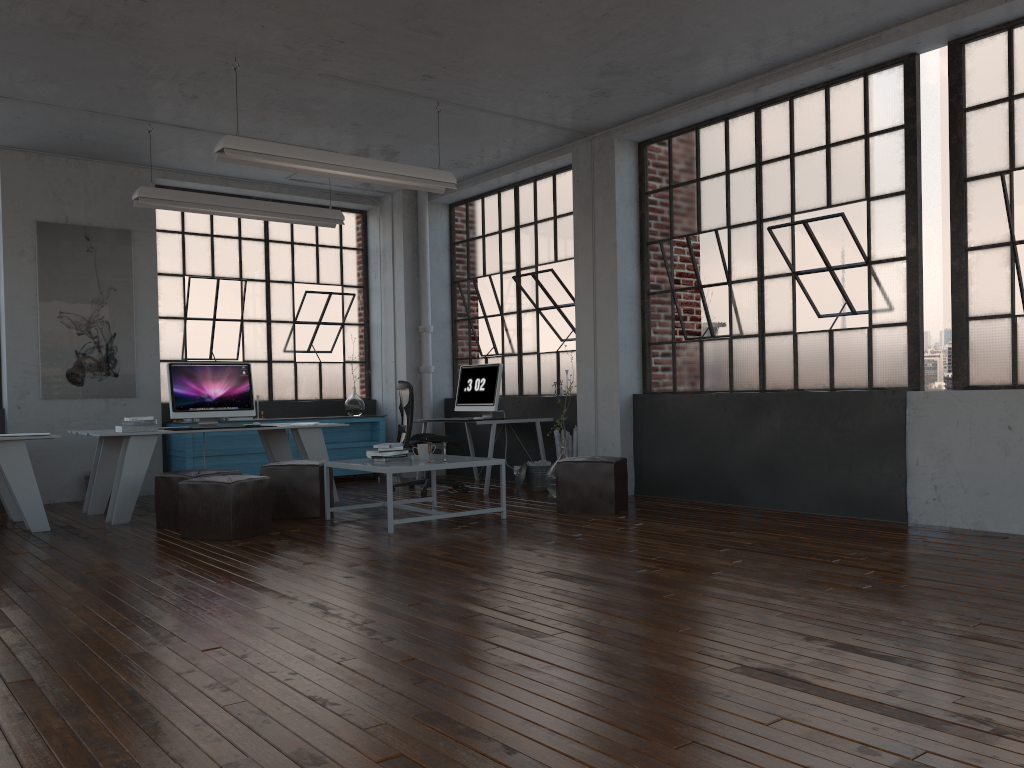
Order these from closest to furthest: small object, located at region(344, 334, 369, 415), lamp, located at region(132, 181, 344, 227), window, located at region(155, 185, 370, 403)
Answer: lamp, located at region(132, 181, 344, 227) < window, located at region(155, 185, 370, 403) < small object, located at region(344, 334, 369, 415)

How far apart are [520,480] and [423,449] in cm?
204

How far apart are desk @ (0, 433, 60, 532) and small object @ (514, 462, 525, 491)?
3.94m

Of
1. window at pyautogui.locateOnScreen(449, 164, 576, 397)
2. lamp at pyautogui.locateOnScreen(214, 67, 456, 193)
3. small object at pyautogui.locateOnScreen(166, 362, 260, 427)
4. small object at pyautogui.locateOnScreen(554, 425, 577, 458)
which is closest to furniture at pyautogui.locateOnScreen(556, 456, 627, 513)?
small object at pyautogui.locateOnScreen(554, 425, 577, 458)

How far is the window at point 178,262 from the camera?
9.35m

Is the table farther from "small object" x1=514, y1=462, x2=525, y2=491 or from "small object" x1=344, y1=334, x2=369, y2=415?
"small object" x1=344, y1=334, x2=369, y2=415

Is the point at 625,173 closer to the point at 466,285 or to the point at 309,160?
the point at 466,285

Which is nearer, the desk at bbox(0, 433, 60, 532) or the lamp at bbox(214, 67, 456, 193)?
the lamp at bbox(214, 67, 456, 193)

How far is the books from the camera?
6.88m

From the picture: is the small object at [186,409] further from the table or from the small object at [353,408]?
the small object at [353,408]
